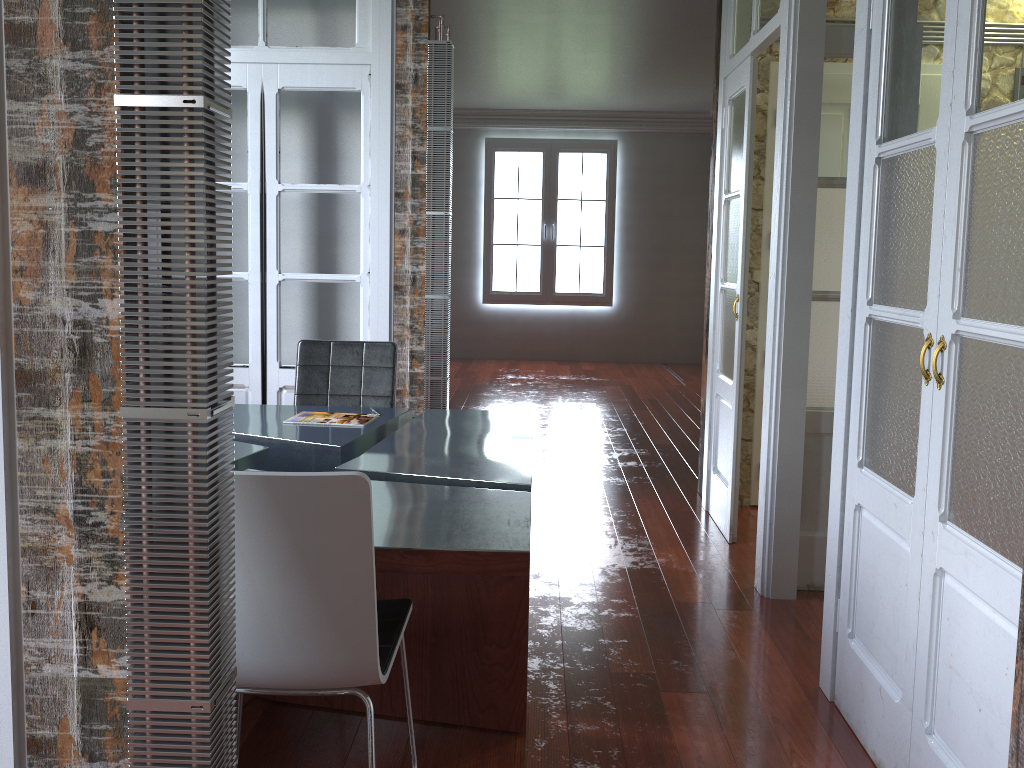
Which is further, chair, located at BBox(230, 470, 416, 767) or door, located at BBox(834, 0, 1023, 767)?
door, located at BBox(834, 0, 1023, 767)

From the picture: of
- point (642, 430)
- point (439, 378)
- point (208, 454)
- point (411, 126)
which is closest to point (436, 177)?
point (411, 126)

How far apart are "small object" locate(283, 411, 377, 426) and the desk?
0.0 meters

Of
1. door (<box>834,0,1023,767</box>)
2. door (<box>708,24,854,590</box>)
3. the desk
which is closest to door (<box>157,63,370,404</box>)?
the desk

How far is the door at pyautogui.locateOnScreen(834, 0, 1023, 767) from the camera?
1.7m

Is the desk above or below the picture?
below

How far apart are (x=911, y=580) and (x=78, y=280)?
1.9 meters

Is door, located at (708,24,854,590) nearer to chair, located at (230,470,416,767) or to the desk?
the desk

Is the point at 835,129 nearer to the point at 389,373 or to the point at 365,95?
the point at 389,373

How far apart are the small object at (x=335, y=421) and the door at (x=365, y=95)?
0.9 meters
